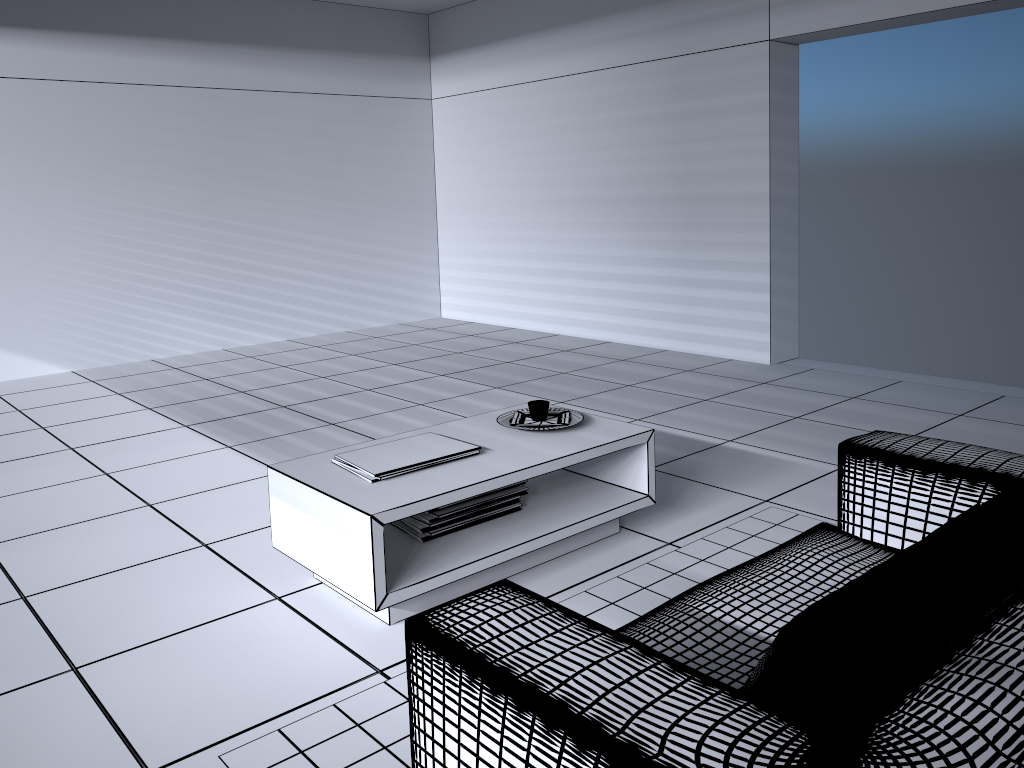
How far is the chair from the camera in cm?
118

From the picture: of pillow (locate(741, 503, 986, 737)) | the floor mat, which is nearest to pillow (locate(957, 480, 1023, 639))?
pillow (locate(741, 503, 986, 737))

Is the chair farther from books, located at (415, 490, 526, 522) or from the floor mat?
books, located at (415, 490, 526, 522)

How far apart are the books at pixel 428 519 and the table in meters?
0.1

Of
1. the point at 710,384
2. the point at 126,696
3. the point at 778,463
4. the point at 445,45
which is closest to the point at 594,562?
the point at 778,463

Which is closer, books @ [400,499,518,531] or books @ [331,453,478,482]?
books @ [331,453,478,482]

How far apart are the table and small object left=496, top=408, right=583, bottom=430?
0.02m

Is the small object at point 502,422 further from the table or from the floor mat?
the floor mat

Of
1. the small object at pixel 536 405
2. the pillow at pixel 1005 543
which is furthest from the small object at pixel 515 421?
the pillow at pixel 1005 543

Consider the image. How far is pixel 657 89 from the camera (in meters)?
6.51
